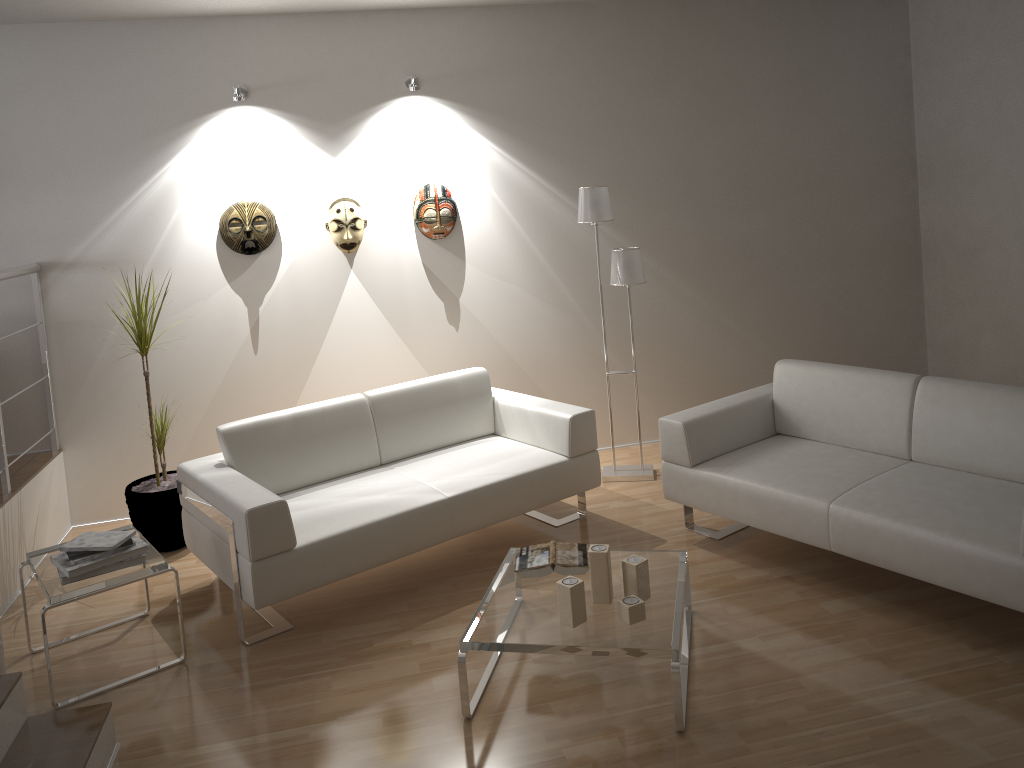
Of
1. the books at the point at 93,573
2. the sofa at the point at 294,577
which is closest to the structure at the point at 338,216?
the sofa at the point at 294,577

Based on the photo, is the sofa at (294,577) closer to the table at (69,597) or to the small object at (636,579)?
the table at (69,597)

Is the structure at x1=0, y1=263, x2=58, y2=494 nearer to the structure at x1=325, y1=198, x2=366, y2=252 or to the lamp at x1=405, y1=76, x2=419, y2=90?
the structure at x1=325, y1=198, x2=366, y2=252

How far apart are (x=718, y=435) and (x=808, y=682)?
1.36m

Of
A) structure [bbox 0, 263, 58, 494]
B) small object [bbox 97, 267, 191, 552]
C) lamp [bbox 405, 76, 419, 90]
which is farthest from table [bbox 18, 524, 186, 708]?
lamp [bbox 405, 76, 419, 90]

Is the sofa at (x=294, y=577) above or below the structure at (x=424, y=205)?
below

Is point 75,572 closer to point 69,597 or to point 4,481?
point 69,597

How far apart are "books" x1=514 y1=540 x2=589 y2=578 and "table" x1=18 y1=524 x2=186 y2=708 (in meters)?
1.37

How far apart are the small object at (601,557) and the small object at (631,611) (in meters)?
0.11

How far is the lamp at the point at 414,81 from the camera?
4.8m
